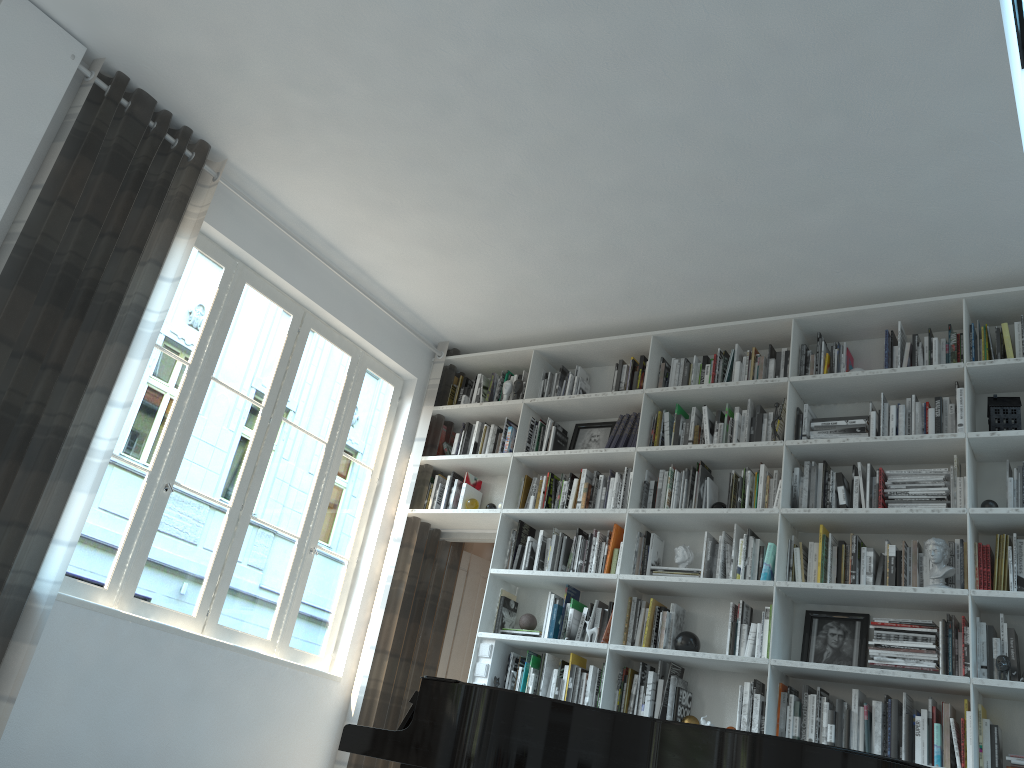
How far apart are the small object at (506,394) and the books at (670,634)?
1.83m

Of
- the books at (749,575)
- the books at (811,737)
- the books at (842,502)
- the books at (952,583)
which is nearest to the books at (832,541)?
the books at (842,502)

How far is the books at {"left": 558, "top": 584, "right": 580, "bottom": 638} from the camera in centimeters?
502cm

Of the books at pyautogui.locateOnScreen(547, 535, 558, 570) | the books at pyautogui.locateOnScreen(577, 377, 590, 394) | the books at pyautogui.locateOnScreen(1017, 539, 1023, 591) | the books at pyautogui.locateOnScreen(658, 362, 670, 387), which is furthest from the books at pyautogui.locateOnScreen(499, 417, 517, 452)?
the books at pyautogui.locateOnScreen(1017, 539, 1023, 591)

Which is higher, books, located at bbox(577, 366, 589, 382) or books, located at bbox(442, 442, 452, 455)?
books, located at bbox(577, 366, 589, 382)

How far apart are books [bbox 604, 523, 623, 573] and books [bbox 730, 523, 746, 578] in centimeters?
70cm

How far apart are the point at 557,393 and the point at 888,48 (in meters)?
2.91

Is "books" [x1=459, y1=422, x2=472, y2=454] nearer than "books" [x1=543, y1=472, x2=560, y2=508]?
No

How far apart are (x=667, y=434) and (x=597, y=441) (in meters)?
0.55

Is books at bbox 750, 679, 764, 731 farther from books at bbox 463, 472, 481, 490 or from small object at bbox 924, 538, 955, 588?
books at bbox 463, 472, 481, 490
